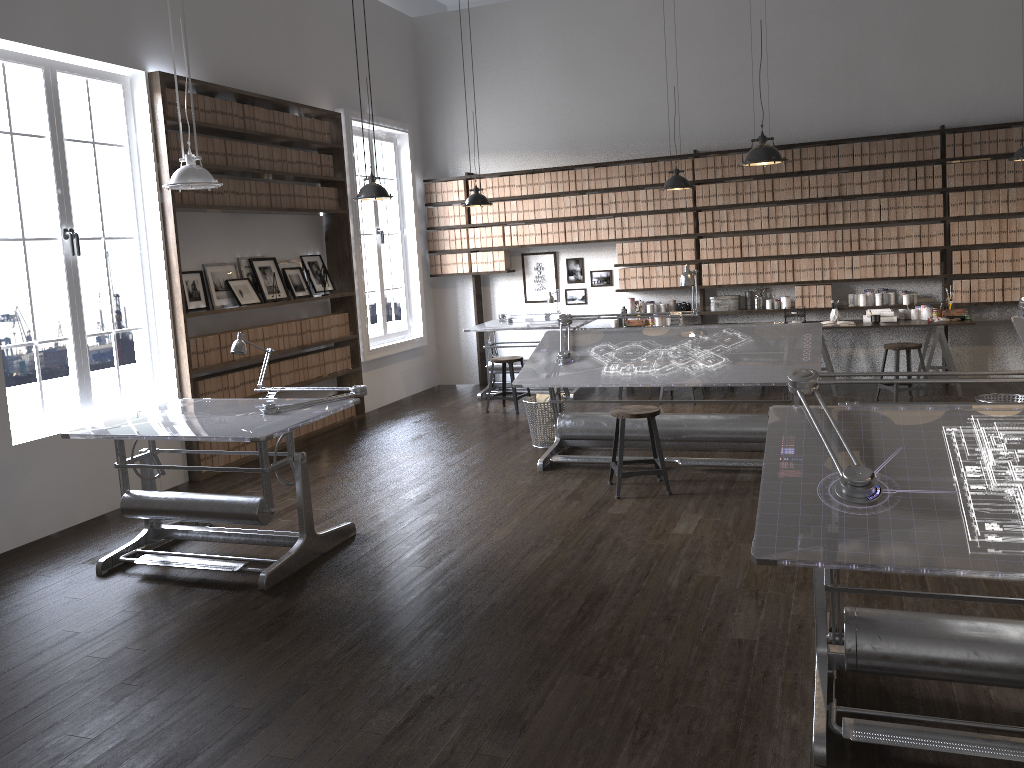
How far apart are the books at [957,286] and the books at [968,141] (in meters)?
1.19

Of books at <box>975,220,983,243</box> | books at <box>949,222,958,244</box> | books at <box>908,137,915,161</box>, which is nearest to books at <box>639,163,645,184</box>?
books at <box>908,137,915,161</box>

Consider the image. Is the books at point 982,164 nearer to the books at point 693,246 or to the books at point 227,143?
the books at point 693,246

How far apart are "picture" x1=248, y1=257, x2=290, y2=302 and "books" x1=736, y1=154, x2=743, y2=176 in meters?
4.6

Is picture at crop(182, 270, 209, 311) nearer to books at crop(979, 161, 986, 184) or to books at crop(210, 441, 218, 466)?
books at crop(210, 441, 218, 466)

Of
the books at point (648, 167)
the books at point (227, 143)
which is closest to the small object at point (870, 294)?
the books at point (648, 167)

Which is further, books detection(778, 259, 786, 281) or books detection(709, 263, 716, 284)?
books detection(709, 263, 716, 284)

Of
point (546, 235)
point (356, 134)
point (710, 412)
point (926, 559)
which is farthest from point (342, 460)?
point (926, 559)

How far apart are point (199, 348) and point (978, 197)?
7.0m

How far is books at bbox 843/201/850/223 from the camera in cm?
863
